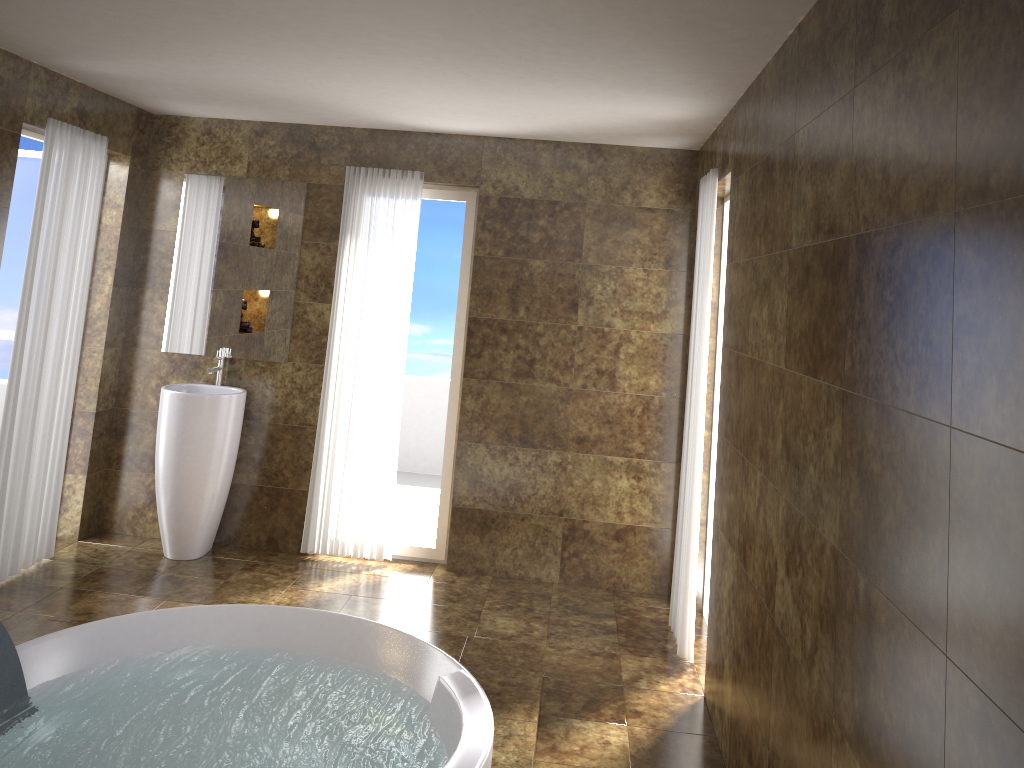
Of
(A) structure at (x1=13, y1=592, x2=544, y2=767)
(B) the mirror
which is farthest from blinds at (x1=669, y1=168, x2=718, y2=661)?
(B) the mirror

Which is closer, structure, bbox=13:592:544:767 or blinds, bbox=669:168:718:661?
structure, bbox=13:592:544:767

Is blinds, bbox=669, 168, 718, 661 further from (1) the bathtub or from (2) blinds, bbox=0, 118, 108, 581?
(2) blinds, bbox=0, 118, 108, 581

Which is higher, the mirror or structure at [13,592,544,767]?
the mirror

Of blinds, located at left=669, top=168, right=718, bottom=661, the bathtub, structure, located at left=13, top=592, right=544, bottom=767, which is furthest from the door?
blinds, located at left=669, top=168, right=718, bottom=661

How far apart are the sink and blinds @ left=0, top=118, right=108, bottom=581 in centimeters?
46cm

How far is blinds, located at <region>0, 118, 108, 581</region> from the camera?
4.23m

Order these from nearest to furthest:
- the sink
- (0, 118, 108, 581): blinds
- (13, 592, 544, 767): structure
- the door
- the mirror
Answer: (13, 592, 544, 767): structure, (0, 118, 108, 581): blinds, the sink, the door, the mirror

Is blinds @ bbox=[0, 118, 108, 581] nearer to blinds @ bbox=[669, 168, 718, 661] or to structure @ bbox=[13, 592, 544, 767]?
structure @ bbox=[13, 592, 544, 767]

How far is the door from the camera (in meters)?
4.96
